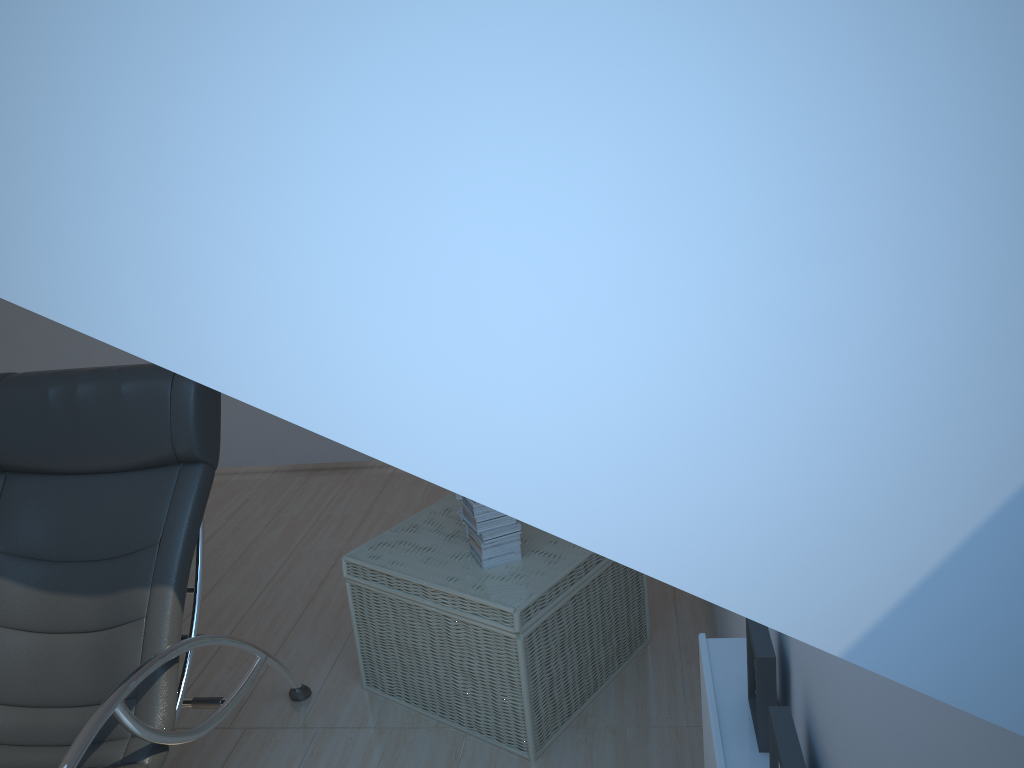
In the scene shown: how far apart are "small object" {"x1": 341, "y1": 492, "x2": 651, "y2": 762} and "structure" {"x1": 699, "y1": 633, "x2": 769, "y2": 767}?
0.8 meters

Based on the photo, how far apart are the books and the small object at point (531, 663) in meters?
0.0 m

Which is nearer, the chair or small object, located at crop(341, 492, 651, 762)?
the chair

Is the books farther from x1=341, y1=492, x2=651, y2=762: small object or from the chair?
the chair

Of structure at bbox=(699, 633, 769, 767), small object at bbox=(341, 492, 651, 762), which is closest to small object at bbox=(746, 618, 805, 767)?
structure at bbox=(699, 633, 769, 767)

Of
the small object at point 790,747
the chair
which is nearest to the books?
the chair

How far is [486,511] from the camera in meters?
2.7

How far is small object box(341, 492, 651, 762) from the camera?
2.6 meters

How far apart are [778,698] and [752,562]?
1.3m

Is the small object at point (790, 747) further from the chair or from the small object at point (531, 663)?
the chair
